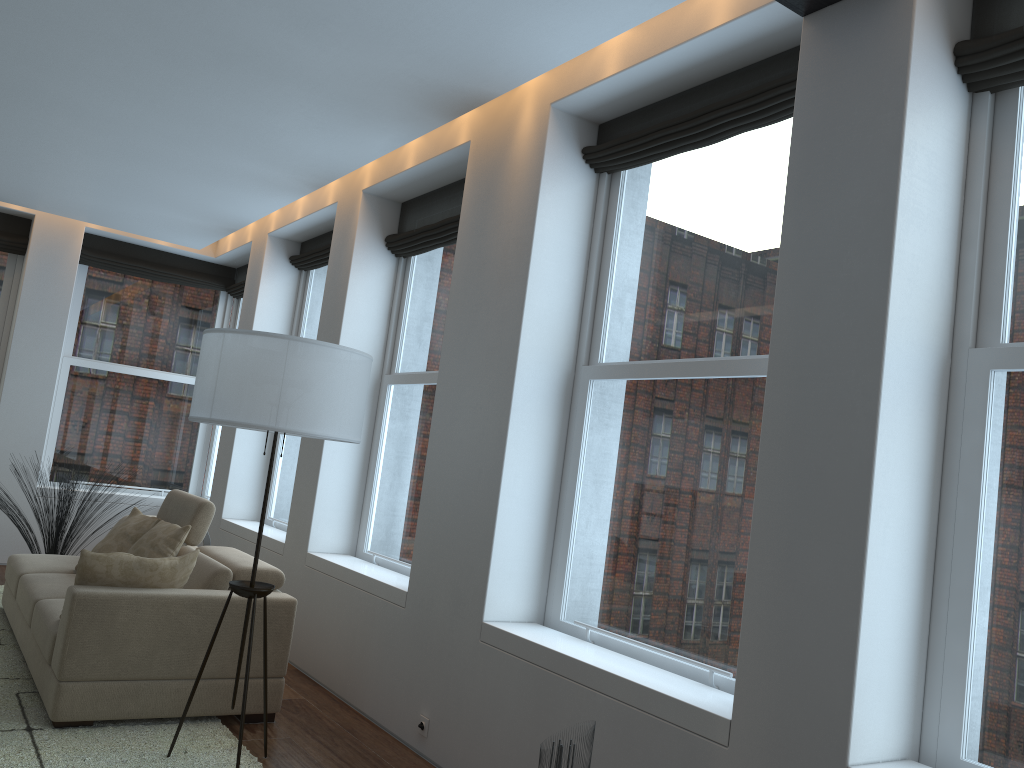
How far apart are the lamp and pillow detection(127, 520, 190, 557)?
1.25m

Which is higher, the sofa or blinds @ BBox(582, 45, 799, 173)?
blinds @ BBox(582, 45, 799, 173)

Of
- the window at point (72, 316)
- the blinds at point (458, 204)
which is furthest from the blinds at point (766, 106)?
the window at point (72, 316)

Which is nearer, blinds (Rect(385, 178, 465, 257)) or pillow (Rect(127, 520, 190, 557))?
pillow (Rect(127, 520, 190, 557))

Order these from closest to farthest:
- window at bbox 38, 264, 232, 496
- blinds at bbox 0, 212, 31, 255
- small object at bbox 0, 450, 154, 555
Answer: small object at bbox 0, 450, 154, 555, blinds at bbox 0, 212, 31, 255, window at bbox 38, 264, 232, 496

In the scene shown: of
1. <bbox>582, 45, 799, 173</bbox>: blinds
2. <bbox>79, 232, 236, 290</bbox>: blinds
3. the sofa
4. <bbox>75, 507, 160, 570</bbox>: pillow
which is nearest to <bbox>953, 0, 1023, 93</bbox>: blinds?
<bbox>582, 45, 799, 173</bbox>: blinds

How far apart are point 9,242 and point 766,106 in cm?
694

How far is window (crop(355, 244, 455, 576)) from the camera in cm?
523

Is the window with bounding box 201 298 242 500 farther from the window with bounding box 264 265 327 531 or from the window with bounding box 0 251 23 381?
the window with bounding box 0 251 23 381

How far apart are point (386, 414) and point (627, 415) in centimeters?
230cm
